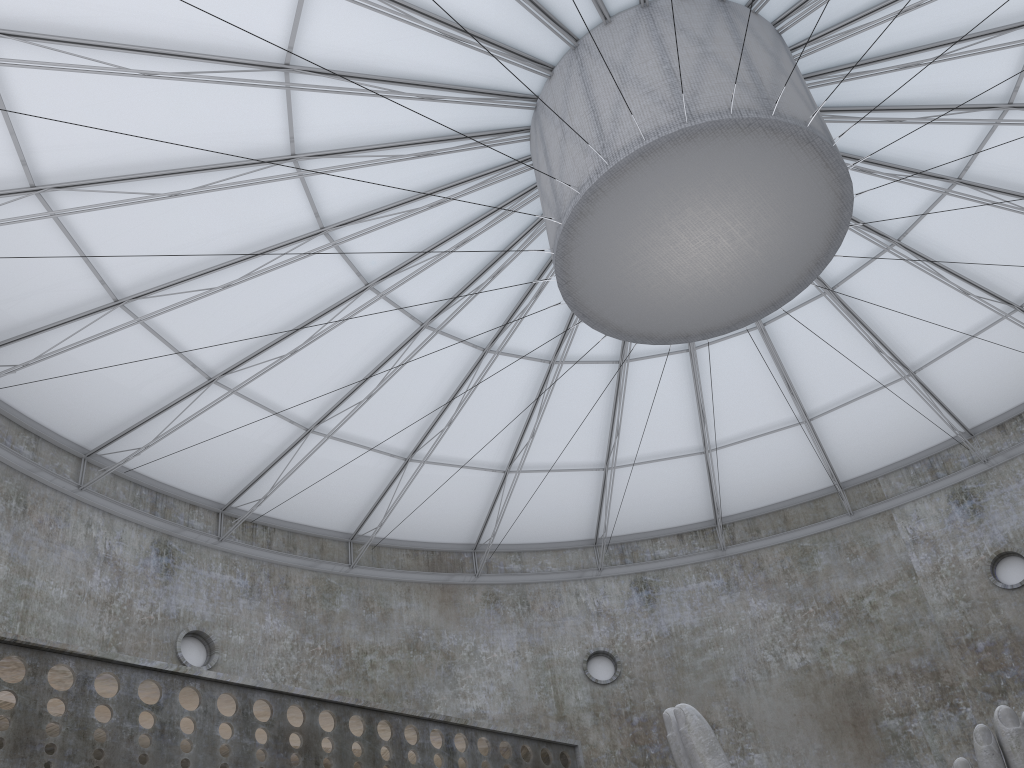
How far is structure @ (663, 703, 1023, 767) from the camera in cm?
1153

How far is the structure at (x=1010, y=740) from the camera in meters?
11.5

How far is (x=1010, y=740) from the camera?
11.5m
